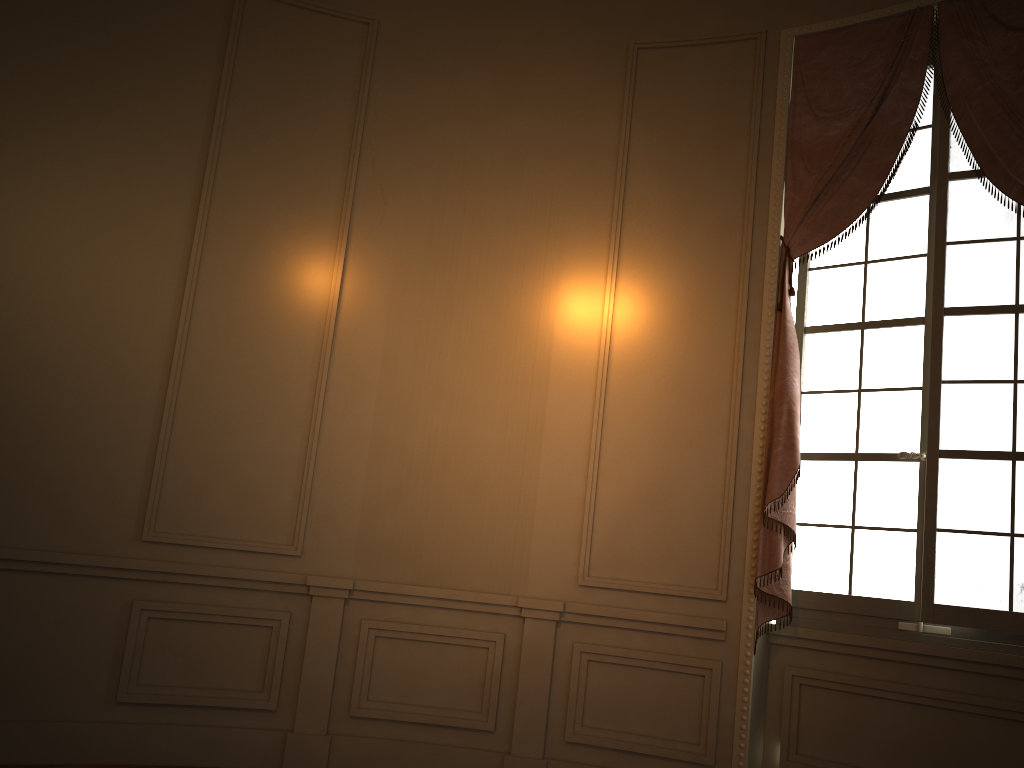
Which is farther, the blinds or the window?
the blinds

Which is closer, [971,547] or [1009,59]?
[971,547]

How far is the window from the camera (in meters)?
3.62

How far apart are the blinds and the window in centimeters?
8cm

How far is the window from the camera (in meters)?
3.62

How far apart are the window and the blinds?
0.1 meters

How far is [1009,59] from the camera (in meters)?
3.77

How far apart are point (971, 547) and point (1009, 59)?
2.1 meters

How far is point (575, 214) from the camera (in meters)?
4.53

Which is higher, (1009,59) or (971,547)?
(1009,59)
